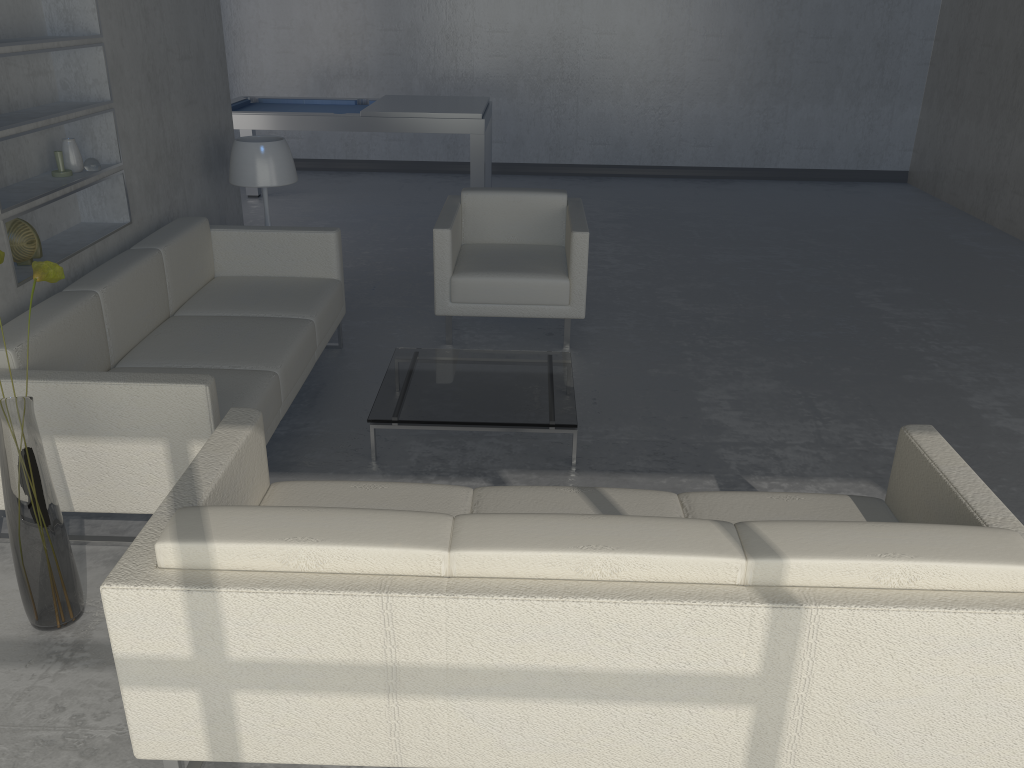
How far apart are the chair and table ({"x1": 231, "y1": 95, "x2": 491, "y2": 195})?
1.6 meters

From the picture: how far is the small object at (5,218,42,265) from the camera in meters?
3.1 m

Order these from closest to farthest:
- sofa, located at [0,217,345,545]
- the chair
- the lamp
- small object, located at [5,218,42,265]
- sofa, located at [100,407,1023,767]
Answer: sofa, located at [100,407,1023,767], sofa, located at [0,217,345,545], small object, located at [5,218,42,265], the chair, the lamp

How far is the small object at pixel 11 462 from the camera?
2.3 meters

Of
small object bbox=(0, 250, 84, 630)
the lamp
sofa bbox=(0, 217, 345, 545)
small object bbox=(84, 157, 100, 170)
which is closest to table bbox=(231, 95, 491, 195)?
the lamp

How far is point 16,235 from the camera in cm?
315

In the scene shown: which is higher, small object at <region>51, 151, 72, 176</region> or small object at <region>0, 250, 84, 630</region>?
small object at <region>51, 151, 72, 176</region>

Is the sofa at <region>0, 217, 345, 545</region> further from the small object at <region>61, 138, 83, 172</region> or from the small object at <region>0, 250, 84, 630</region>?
the small object at <region>61, 138, 83, 172</region>

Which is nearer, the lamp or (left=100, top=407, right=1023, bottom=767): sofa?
(left=100, top=407, right=1023, bottom=767): sofa

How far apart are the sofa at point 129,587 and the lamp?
2.4m
